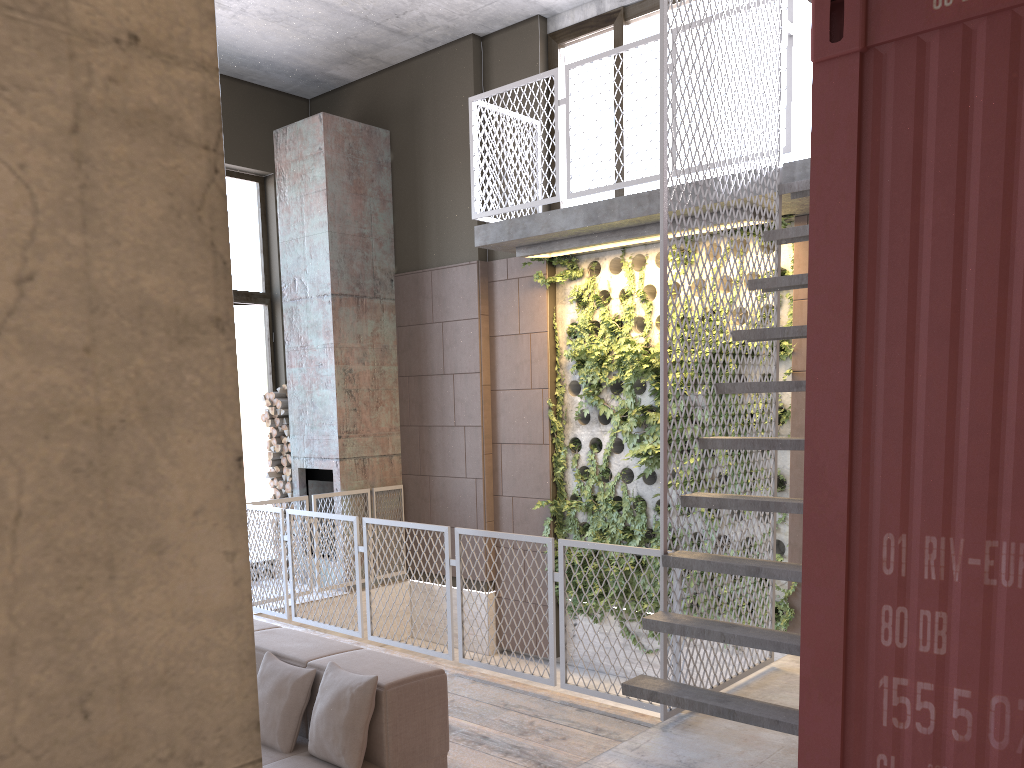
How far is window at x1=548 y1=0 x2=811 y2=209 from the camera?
6.56m

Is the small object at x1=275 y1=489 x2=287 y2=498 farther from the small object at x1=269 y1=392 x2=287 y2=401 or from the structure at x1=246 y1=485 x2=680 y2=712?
the structure at x1=246 y1=485 x2=680 y2=712

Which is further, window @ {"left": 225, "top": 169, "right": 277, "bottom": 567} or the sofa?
window @ {"left": 225, "top": 169, "right": 277, "bottom": 567}

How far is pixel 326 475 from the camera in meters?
8.8 m

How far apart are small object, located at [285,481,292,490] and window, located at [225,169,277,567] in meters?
0.6 m

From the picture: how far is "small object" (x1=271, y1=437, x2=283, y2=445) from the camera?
9.2m

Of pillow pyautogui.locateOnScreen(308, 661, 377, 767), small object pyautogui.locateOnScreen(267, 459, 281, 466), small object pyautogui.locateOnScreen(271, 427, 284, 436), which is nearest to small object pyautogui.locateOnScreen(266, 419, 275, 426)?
small object pyautogui.locateOnScreen(271, 427, 284, 436)

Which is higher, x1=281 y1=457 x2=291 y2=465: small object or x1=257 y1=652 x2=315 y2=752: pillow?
x1=281 y1=457 x2=291 y2=465: small object

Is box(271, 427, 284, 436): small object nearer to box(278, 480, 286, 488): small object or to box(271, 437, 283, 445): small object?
box(271, 437, 283, 445): small object

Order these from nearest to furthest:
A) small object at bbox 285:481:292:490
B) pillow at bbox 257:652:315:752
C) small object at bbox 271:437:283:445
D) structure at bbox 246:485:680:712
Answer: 1. pillow at bbox 257:652:315:752
2. structure at bbox 246:485:680:712
3. small object at bbox 285:481:292:490
4. small object at bbox 271:437:283:445
